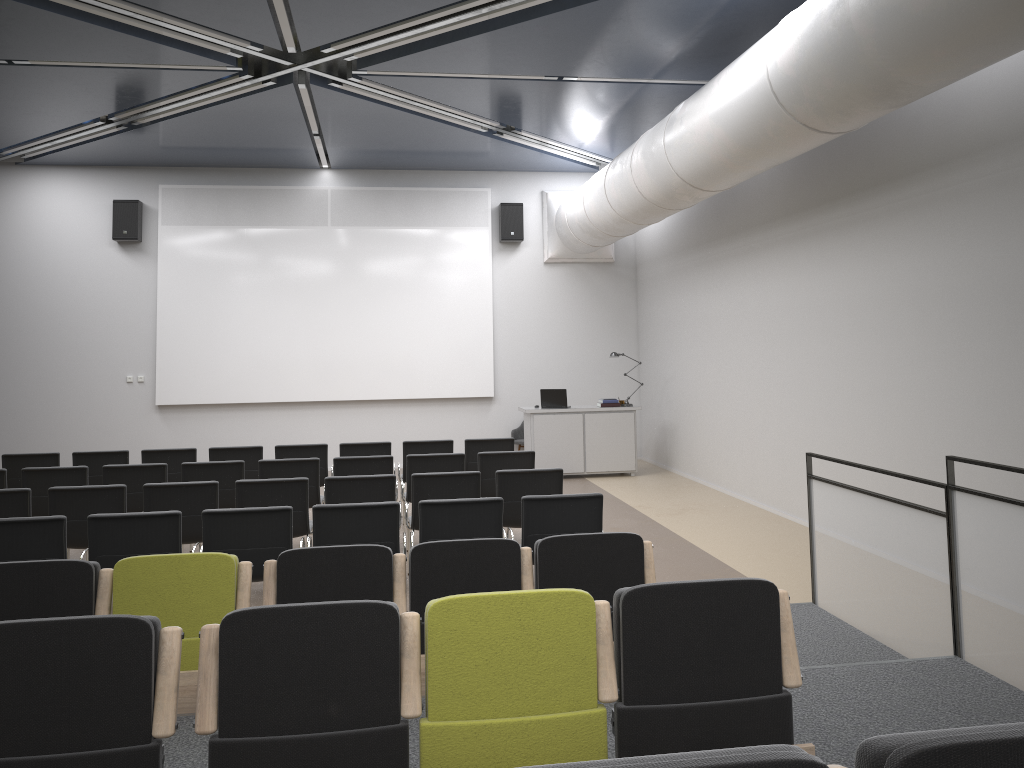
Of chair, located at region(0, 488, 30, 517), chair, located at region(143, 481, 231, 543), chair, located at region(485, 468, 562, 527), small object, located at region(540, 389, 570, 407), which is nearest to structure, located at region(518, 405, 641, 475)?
small object, located at region(540, 389, 570, 407)

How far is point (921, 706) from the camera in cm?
392

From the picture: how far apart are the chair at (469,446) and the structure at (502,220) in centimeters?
533cm

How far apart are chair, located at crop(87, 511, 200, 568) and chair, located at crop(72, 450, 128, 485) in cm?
396

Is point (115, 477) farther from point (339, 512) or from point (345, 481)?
point (339, 512)

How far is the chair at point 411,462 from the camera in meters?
8.4 m

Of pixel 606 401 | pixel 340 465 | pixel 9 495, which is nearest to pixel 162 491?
pixel 9 495

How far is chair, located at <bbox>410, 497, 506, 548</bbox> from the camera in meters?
5.8

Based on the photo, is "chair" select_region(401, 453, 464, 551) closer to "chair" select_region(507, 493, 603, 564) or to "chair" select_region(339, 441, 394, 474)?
"chair" select_region(339, 441, 394, 474)

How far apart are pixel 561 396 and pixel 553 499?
6.98m
